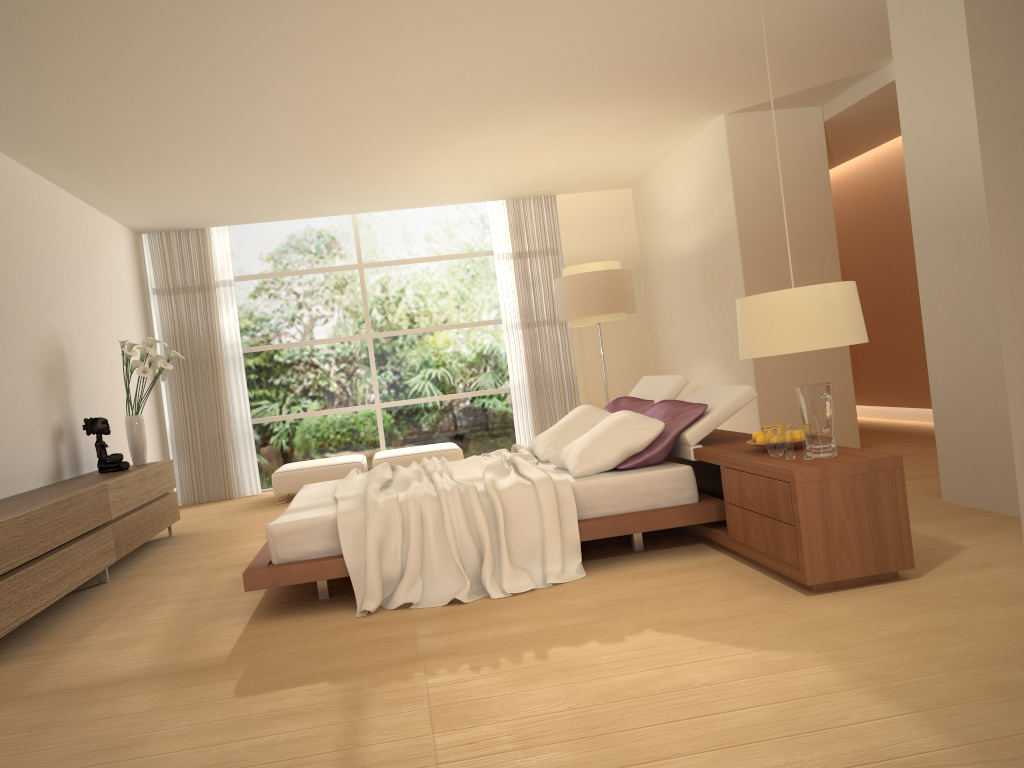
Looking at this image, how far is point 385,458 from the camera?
9.3 meters

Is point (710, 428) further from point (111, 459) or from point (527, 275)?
point (527, 275)

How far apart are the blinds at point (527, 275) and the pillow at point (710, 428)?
4.0m

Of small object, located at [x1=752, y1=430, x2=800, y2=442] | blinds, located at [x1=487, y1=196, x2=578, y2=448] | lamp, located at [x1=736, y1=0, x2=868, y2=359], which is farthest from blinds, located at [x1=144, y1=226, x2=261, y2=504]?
lamp, located at [x1=736, y1=0, x2=868, y2=359]

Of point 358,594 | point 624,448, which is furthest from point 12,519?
point 624,448

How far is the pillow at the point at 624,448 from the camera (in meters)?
4.88

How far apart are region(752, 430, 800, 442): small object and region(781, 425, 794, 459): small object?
0.4 meters

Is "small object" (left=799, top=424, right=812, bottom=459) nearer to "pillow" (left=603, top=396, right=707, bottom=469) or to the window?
"pillow" (left=603, top=396, right=707, bottom=469)

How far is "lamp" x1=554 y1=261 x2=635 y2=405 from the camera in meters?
8.5

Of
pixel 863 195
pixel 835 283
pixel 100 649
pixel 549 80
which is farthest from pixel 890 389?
pixel 100 649
